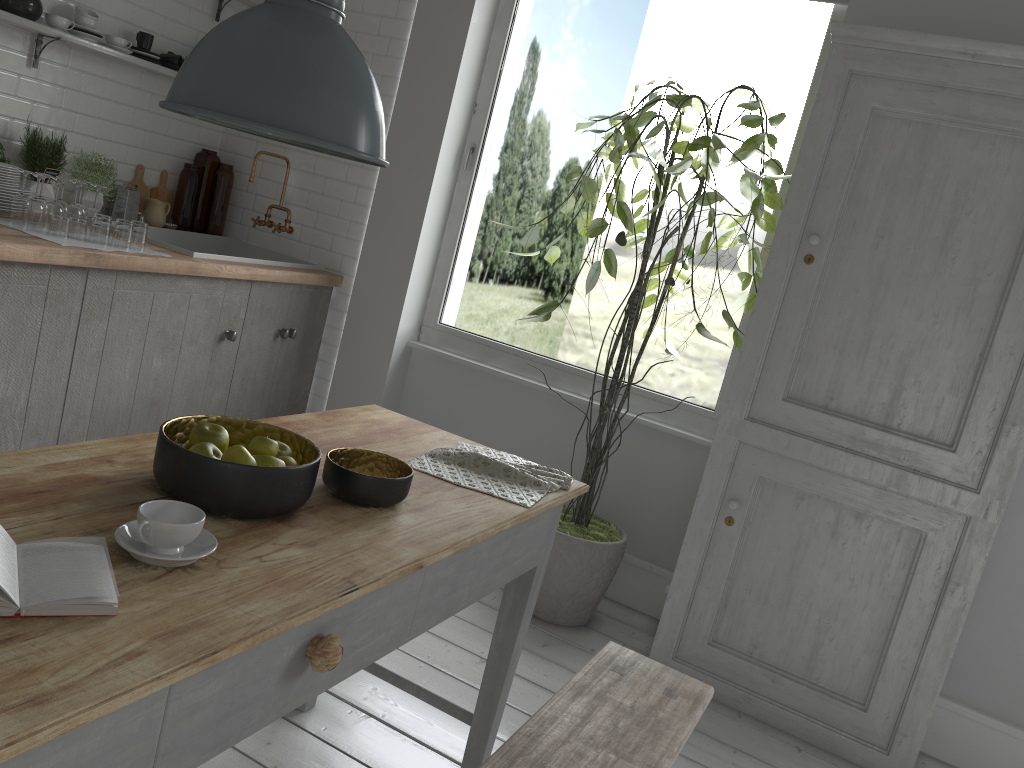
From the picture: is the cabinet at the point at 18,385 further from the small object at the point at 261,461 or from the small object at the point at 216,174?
the small object at the point at 261,461

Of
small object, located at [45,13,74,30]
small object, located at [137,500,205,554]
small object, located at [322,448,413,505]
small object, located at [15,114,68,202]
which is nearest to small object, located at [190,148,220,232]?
small object, located at [15,114,68,202]

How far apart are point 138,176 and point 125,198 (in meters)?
0.33

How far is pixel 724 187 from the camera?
8.3 meters

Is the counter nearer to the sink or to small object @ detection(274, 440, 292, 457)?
the sink

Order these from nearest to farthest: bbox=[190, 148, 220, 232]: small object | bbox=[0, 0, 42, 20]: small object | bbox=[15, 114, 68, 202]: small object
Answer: bbox=[0, 0, 42, 20]: small object → bbox=[15, 114, 68, 202]: small object → bbox=[190, 148, 220, 232]: small object

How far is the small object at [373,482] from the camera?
2.14m

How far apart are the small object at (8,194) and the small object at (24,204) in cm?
9

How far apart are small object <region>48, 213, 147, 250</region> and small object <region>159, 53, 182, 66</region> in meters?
1.5 m

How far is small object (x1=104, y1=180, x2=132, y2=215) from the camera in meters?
5.2
